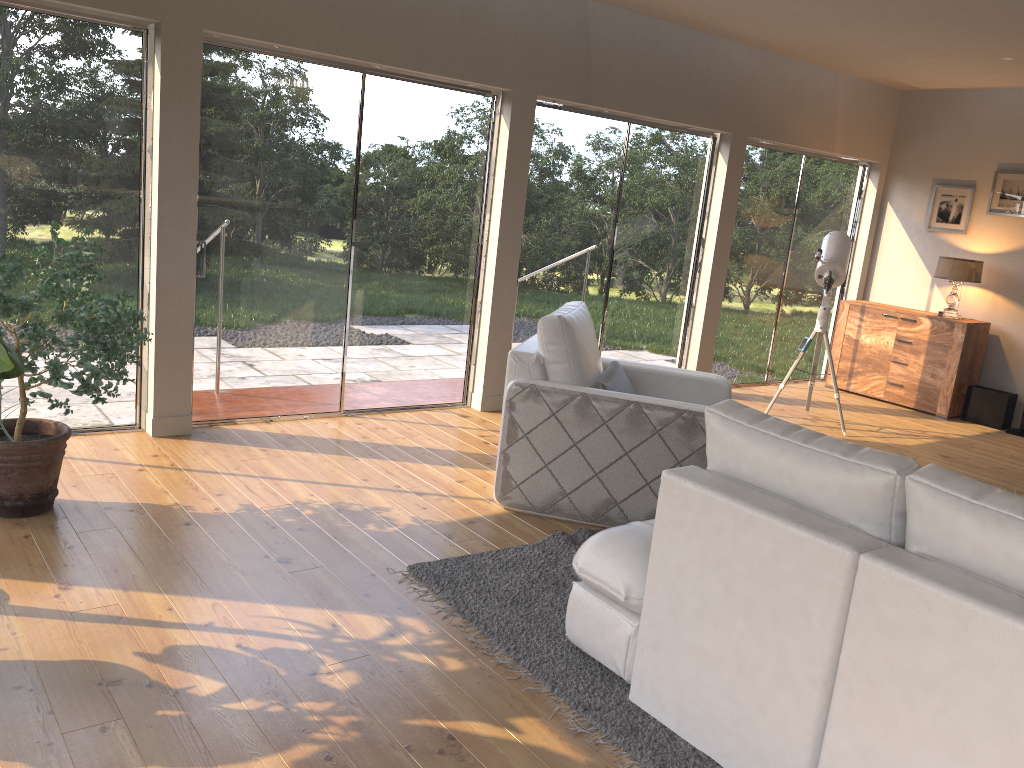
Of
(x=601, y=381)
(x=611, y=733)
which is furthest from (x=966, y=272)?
(x=611, y=733)

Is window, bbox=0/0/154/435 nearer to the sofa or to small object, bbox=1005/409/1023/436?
the sofa

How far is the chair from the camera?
4.03m

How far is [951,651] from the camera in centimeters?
192cm

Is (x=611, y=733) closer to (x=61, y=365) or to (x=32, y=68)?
(x=61, y=365)

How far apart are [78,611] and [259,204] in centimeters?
273cm

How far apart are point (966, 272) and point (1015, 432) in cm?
138

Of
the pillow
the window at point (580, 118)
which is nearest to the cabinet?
the window at point (580, 118)

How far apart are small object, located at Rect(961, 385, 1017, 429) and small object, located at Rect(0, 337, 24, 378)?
7.3m

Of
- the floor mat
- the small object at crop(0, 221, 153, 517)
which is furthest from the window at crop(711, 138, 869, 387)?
the small object at crop(0, 221, 153, 517)
